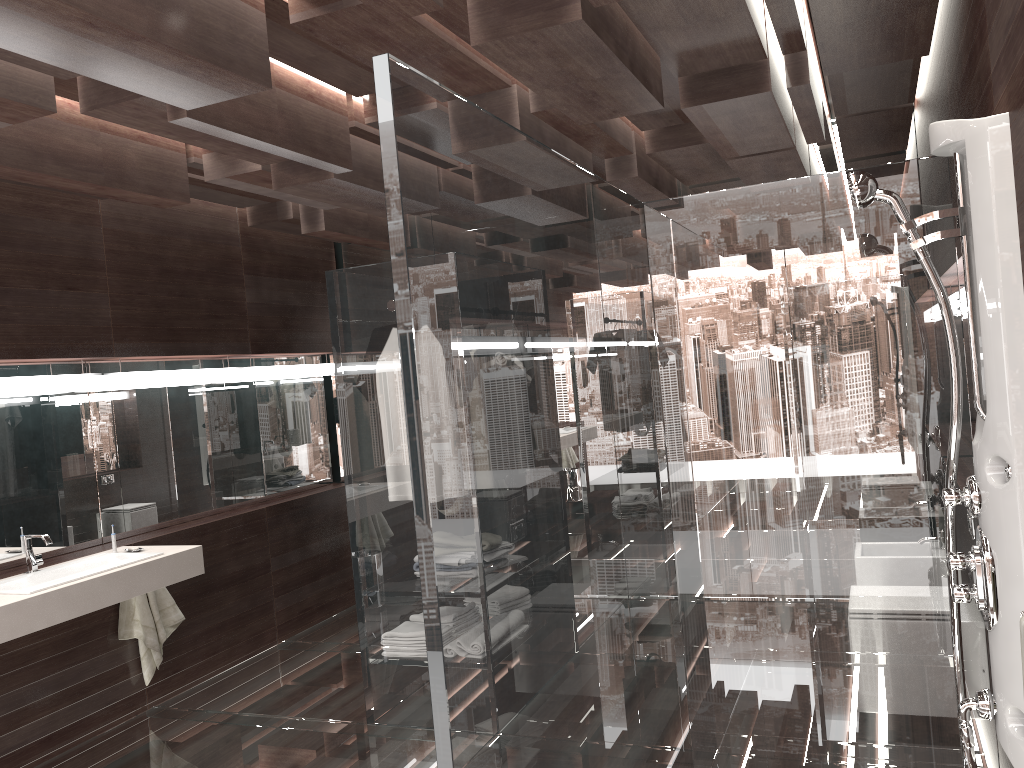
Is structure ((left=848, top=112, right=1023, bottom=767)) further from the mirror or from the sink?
the mirror

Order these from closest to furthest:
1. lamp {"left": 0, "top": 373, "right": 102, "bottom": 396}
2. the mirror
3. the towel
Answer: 1. lamp {"left": 0, "top": 373, "right": 102, "bottom": 396}
2. the mirror
3. the towel

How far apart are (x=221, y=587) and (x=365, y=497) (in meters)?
1.60

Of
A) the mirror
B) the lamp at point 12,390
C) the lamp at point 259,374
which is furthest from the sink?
the lamp at point 259,374

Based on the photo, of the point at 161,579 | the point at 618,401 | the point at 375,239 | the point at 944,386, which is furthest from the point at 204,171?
the point at 944,386

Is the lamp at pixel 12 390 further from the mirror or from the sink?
the sink

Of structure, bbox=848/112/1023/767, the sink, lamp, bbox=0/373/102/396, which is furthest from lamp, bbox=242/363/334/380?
structure, bbox=848/112/1023/767

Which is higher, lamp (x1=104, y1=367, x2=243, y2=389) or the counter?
lamp (x1=104, y1=367, x2=243, y2=389)

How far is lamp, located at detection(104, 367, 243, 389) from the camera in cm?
→ 446

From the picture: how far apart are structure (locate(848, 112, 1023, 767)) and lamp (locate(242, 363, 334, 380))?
4.1 meters
